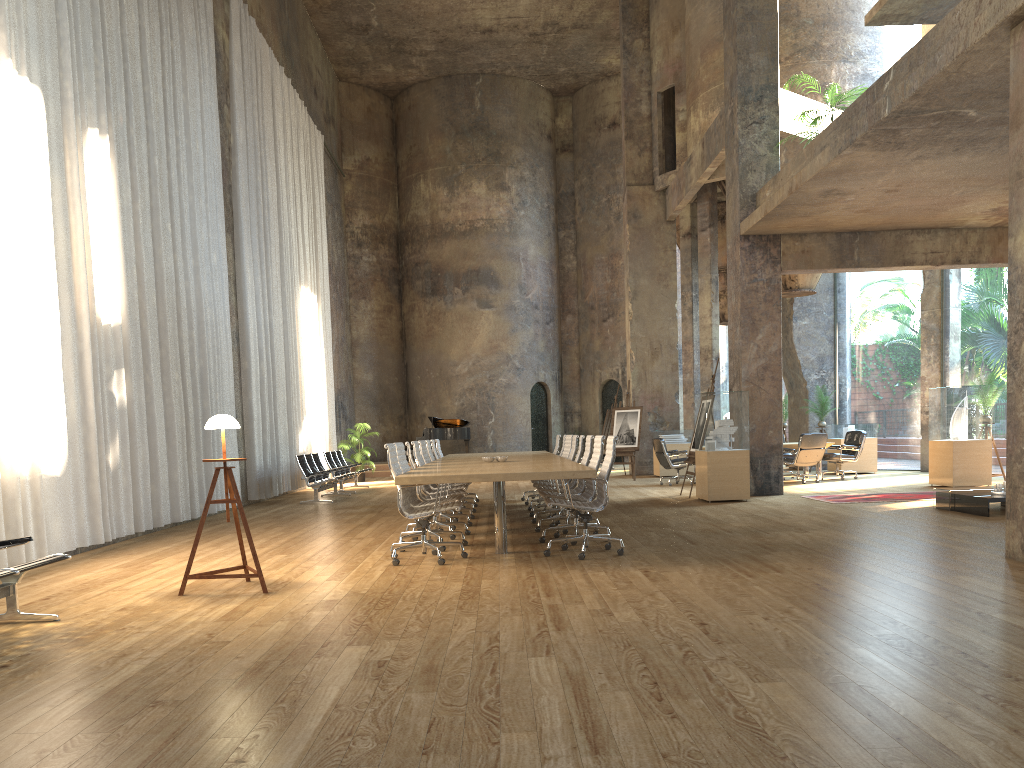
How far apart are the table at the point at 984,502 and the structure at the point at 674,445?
9.0m

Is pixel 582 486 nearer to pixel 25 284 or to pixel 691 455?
pixel 691 455

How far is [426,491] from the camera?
9.9m

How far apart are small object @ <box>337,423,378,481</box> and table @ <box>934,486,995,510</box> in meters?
14.2

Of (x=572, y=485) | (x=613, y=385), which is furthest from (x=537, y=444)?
(x=572, y=485)

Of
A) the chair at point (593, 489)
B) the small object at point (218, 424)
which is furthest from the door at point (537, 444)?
the small object at point (218, 424)

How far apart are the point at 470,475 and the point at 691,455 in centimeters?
726cm

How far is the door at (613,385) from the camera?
27.47m

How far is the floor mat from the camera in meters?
11.9

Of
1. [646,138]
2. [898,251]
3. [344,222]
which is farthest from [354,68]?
[898,251]
